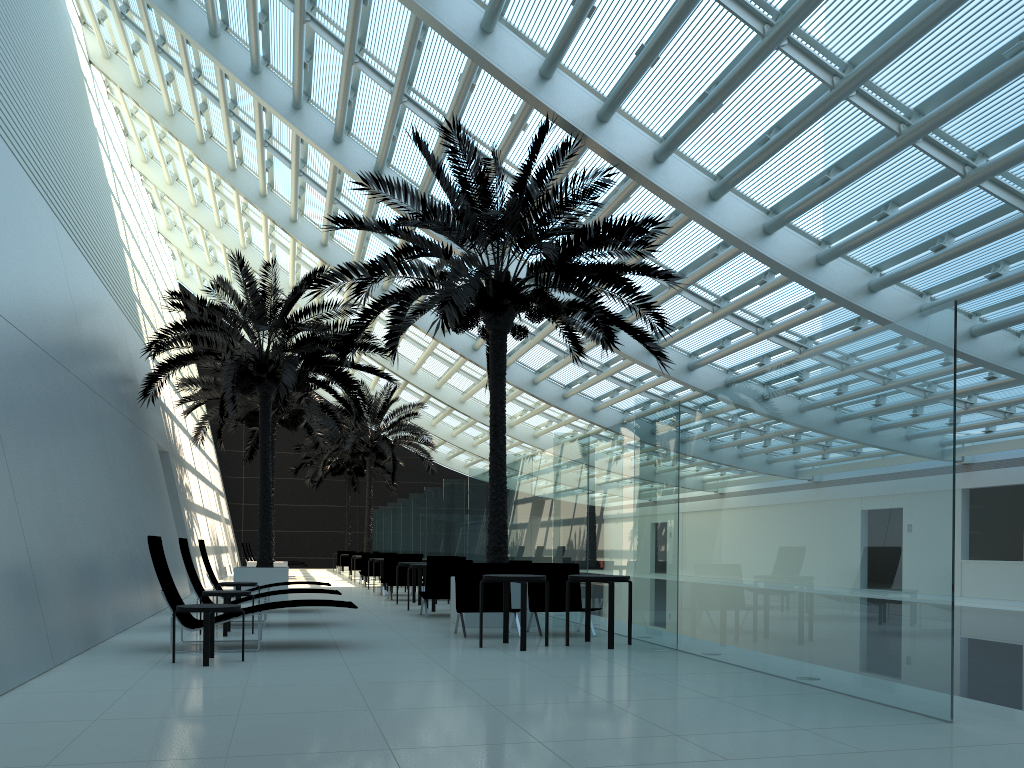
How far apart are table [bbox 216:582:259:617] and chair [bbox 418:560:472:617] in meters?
2.7

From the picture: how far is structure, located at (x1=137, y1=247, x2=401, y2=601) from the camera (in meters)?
15.84

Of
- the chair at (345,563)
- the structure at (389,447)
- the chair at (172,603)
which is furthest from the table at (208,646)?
the chair at (345,563)

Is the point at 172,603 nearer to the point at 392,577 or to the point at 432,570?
the point at 432,570

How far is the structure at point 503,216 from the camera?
11.1m

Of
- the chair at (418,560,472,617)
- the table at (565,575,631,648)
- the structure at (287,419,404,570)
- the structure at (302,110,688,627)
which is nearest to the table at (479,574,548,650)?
the table at (565,575,631,648)

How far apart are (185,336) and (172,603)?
8.4m

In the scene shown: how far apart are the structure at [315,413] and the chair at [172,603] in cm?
1183

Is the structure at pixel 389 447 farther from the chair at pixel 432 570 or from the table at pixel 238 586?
the table at pixel 238 586

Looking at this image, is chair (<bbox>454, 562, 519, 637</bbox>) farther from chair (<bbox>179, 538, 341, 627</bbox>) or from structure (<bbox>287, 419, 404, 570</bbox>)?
structure (<bbox>287, 419, 404, 570</bbox>)
